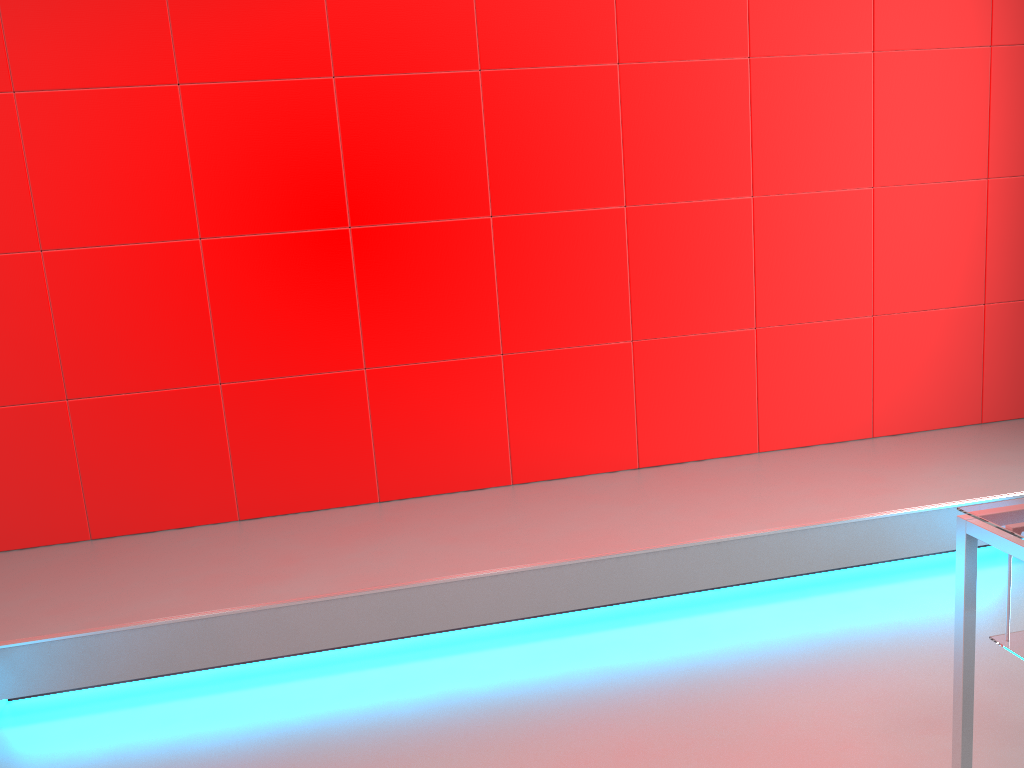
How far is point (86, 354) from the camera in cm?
298

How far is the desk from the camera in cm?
146

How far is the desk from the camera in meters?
1.5 m
